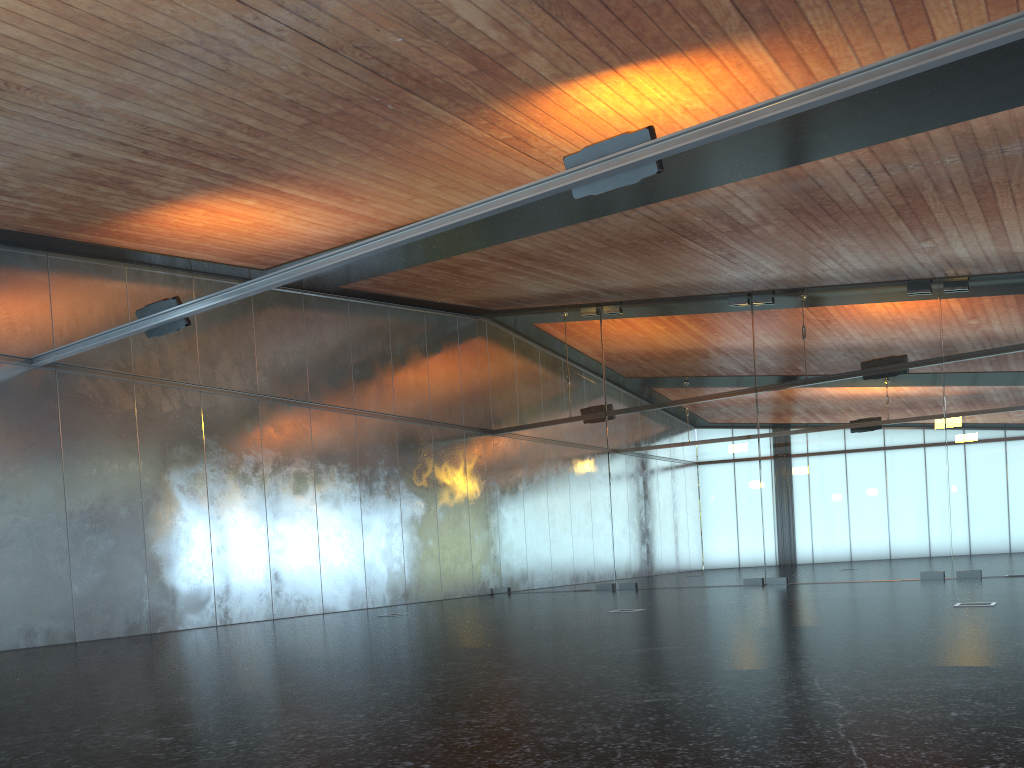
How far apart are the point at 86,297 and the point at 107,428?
2.0m

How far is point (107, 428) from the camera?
13.23m

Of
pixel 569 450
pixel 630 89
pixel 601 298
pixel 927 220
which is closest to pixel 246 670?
pixel 630 89
